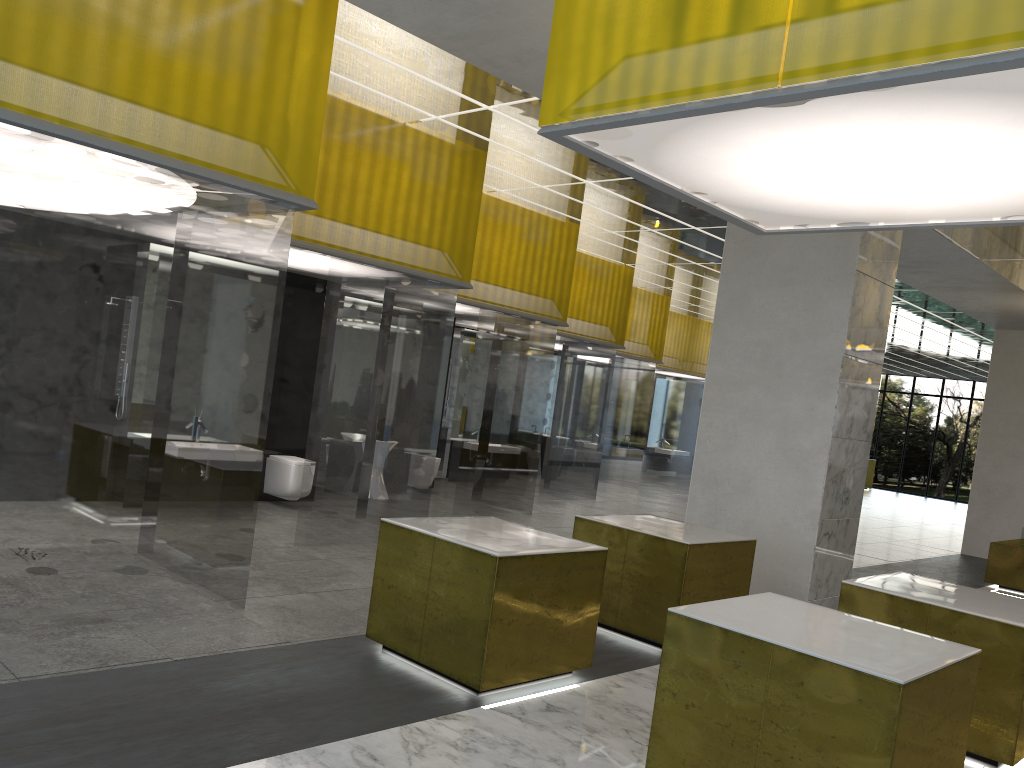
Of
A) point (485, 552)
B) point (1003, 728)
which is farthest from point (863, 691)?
point (1003, 728)

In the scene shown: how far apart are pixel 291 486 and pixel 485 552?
7.67m

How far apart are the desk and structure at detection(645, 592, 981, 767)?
42.9m

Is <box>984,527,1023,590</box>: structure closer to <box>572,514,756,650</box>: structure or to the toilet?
<box>572,514,756,650</box>: structure

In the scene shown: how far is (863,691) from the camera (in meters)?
4.99

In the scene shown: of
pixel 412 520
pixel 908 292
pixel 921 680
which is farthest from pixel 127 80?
pixel 908 292

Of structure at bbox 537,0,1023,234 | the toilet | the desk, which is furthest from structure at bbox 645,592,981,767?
the desk

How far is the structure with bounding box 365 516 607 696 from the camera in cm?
666

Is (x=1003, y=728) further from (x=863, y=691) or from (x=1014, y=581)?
(x=1014, y=581)

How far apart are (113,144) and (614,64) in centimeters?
357cm
